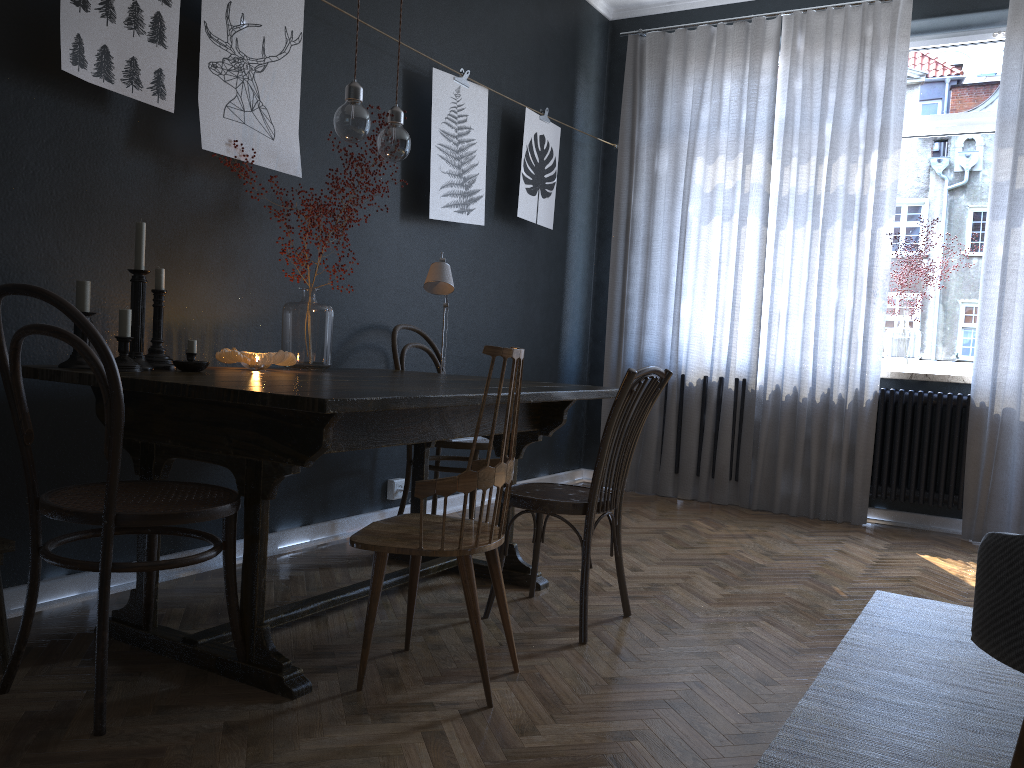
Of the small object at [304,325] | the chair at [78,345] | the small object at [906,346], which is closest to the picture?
the small object at [304,325]

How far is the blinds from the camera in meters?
4.4 m

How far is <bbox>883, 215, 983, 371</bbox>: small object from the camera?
4.8 meters

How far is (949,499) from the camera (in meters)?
4.57

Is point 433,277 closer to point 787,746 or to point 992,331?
point 787,746

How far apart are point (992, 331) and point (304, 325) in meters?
3.4 m

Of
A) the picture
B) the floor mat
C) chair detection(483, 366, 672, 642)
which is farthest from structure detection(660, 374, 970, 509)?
chair detection(483, 366, 672, 642)

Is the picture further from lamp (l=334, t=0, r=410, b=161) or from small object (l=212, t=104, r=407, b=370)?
lamp (l=334, t=0, r=410, b=161)

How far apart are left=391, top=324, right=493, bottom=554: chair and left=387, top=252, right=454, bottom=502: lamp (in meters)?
0.18

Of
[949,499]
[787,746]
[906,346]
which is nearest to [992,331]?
[906,346]
